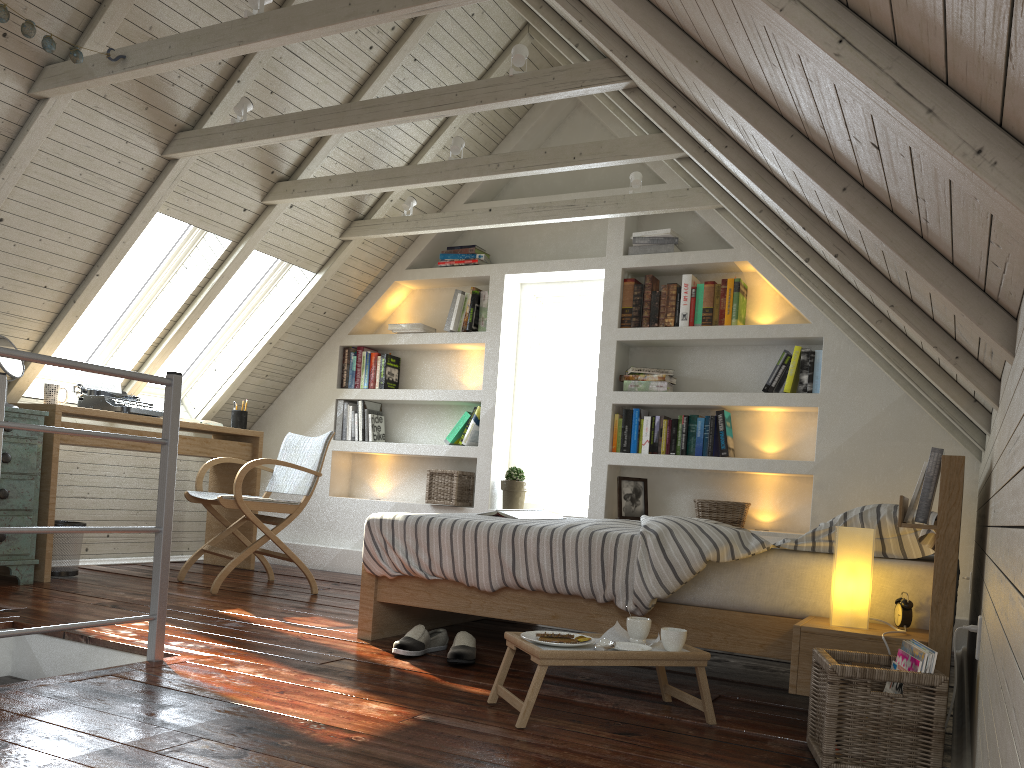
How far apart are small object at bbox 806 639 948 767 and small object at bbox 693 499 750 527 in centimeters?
229cm

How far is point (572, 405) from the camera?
5.15m

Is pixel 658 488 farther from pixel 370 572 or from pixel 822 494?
pixel 370 572

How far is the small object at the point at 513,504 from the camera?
4.9 meters

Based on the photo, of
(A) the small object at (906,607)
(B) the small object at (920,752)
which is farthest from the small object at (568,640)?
(A) the small object at (906,607)

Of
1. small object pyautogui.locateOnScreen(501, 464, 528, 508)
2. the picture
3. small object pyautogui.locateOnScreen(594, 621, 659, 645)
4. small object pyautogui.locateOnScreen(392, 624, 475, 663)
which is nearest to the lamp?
small object pyautogui.locateOnScreen(594, 621, 659, 645)

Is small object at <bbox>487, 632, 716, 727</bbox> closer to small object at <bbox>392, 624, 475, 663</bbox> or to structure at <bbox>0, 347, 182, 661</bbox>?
small object at <bbox>392, 624, 475, 663</bbox>

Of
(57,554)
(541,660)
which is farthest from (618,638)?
(57,554)

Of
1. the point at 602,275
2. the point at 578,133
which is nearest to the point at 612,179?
the point at 578,133

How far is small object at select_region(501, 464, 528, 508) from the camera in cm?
487
